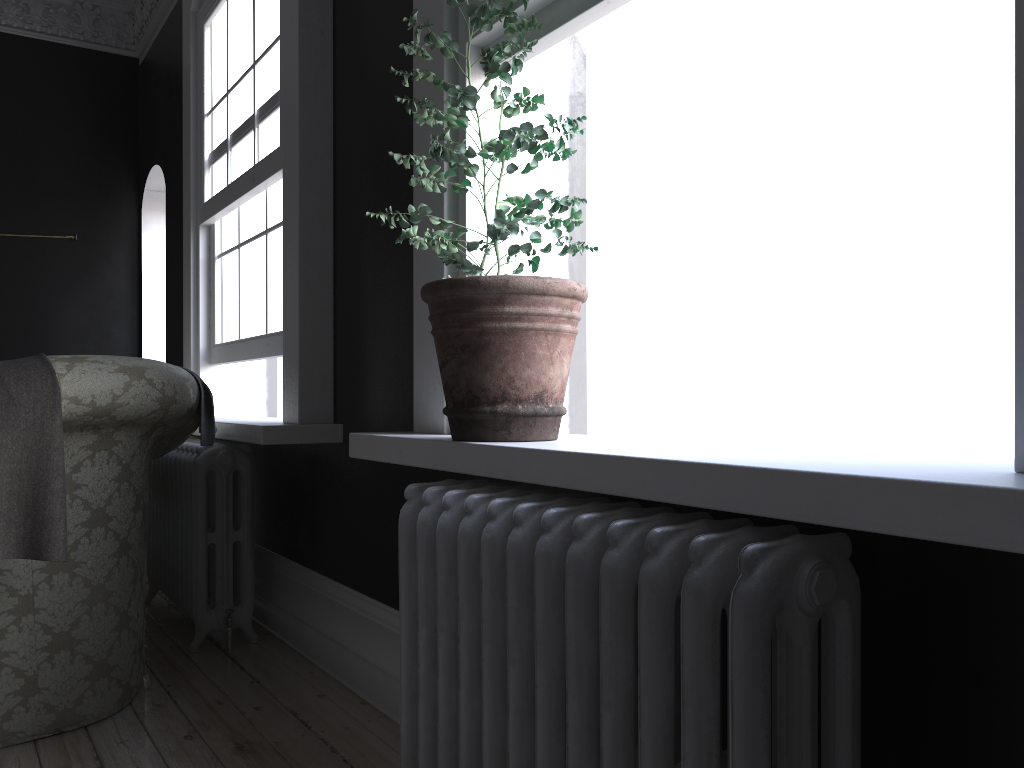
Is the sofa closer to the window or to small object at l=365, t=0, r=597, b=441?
the window

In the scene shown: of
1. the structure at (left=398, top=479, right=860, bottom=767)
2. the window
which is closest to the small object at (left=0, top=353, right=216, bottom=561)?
the window

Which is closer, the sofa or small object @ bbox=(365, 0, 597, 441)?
small object @ bbox=(365, 0, 597, 441)

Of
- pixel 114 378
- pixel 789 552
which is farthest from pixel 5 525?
pixel 789 552

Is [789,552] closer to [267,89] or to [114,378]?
[114,378]

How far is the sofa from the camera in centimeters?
255cm

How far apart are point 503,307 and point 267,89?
2.4m

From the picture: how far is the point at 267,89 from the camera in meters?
3.7

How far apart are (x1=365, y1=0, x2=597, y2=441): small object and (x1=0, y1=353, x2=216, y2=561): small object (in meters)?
1.10

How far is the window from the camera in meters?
3.7
